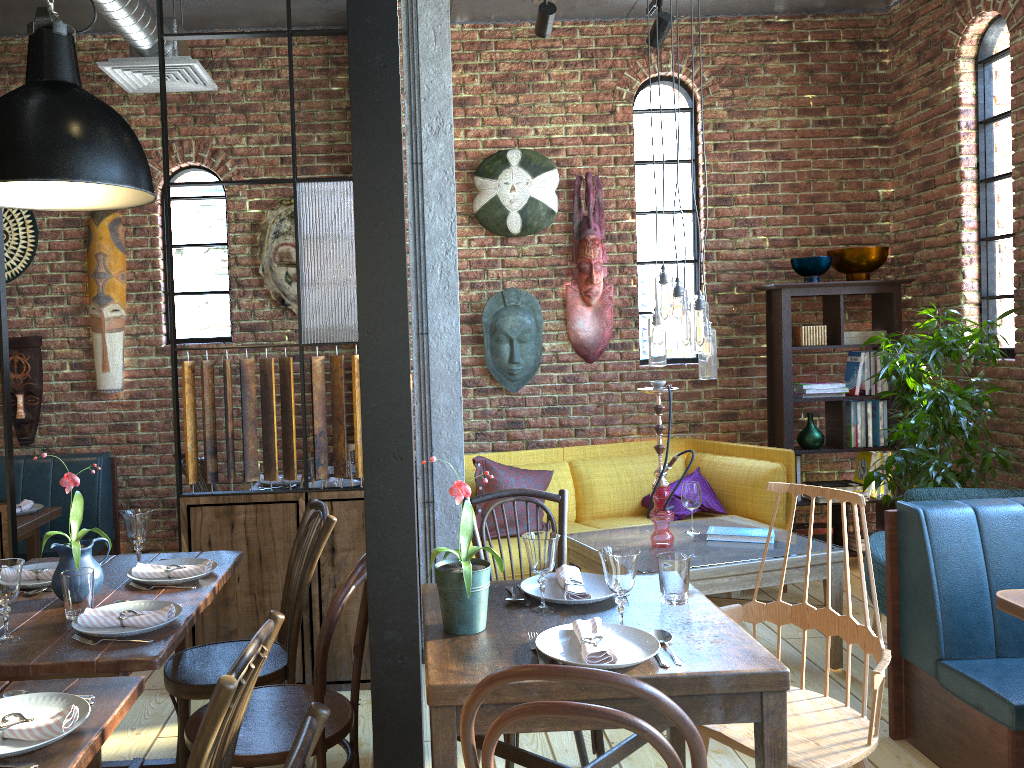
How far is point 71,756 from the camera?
1.5 meters

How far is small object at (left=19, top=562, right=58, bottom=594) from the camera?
2.59m

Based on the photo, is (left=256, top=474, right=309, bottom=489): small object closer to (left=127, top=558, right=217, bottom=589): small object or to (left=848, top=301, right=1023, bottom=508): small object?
(left=127, top=558, right=217, bottom=589): small object

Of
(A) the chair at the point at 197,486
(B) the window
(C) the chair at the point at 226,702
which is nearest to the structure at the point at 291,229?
(B) the window

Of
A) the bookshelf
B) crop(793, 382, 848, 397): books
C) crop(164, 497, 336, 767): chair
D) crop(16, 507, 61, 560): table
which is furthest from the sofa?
crop(16, 507, 61, 560): table

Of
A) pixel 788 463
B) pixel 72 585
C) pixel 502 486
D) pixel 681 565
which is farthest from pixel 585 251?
pixel 72 585

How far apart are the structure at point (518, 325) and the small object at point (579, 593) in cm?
281

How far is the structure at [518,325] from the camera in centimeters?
527cm

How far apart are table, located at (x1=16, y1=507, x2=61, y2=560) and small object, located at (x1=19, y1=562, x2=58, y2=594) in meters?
1.5

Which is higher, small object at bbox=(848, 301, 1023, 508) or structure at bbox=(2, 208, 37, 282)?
structure at bbox=(2, 208, 37, 282)
